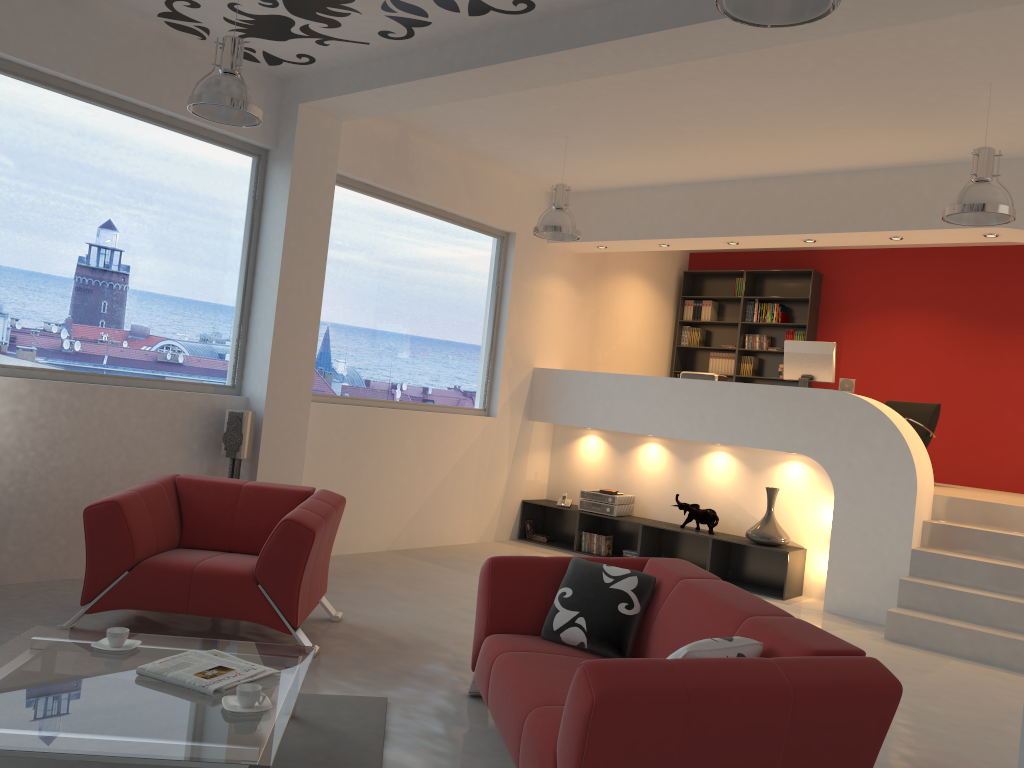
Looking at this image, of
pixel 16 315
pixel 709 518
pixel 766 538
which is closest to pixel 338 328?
pixel 16 315

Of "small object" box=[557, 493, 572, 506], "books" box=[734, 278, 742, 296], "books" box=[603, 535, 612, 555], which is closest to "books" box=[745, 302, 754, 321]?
"books" box=[734, 278, 742, 296]

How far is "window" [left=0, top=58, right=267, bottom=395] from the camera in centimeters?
522cm

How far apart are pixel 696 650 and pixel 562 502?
6.1 meters

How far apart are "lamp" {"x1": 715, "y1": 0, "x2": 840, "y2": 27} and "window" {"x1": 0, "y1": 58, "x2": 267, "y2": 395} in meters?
4.2

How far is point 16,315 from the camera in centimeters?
522cm

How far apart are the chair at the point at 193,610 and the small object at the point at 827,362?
4.43m

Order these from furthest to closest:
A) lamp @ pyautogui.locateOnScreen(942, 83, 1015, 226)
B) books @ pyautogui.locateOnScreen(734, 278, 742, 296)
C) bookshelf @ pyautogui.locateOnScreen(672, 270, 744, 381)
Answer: bookshelf @ pyautogui.locateOnScreen(672, 270, 744, 381) < books @ pyautogui.locateOnScreen(734, 278, 742, 296) < lamp @ pyautogui.locateOnScreen(942, 83, 1015, 226)

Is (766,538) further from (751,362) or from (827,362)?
(751,362)

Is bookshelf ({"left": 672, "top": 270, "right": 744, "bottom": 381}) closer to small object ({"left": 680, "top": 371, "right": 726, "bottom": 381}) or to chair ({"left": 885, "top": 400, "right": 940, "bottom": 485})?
chair ({"left": 885, "top": 400, "right": 940, "bottom": 485})
